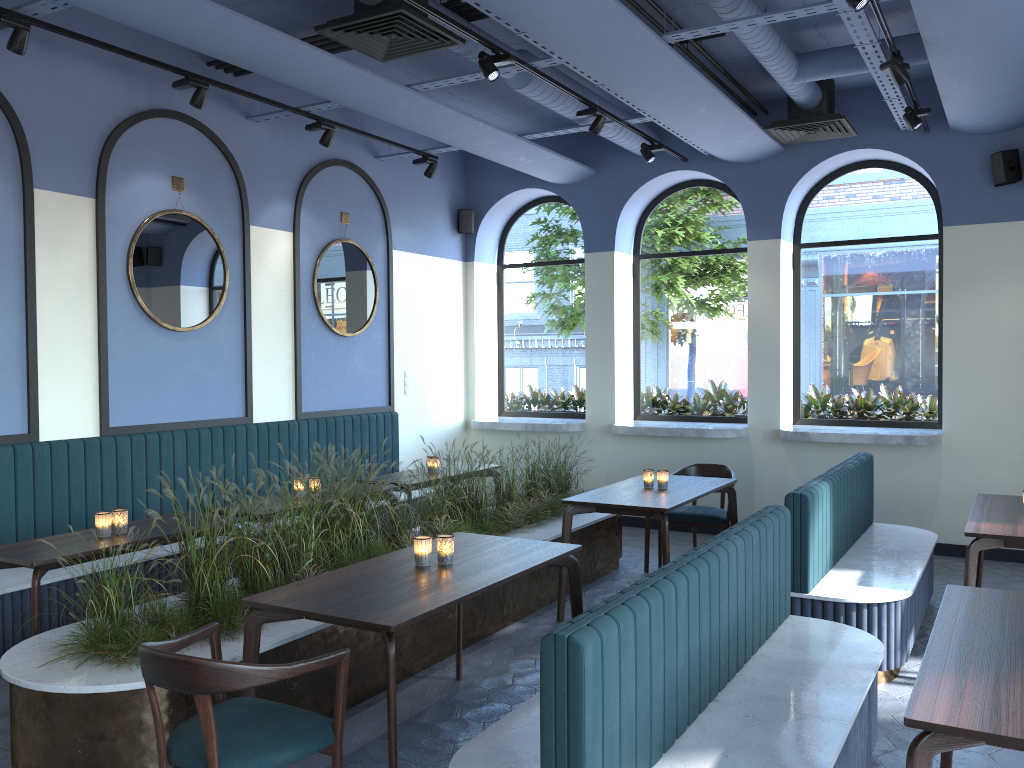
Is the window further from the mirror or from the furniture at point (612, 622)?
the mirror

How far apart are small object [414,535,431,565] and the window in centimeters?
541cm

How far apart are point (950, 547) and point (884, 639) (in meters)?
3.35

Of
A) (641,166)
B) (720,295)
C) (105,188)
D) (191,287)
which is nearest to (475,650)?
(191,287)

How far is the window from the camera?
7.79m

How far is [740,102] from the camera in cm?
748

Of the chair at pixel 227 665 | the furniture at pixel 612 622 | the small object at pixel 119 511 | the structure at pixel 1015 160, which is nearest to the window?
the structure at pixel 1015 160

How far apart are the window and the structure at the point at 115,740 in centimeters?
214cm

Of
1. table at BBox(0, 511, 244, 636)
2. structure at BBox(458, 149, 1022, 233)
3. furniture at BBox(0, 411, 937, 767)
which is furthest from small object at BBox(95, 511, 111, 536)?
structure at BBox(458, 149, 1022, 233)

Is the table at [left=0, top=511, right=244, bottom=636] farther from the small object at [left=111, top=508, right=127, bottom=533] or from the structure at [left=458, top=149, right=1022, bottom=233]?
the structure at [left=458, top=149, right=1022, bottom=233]
